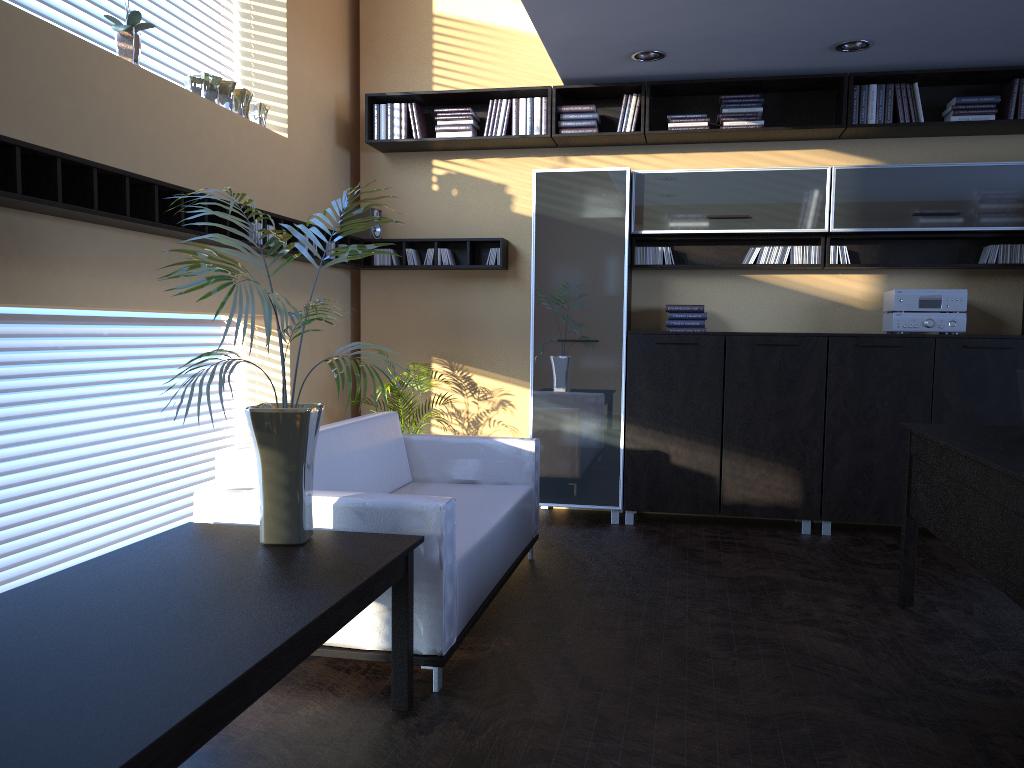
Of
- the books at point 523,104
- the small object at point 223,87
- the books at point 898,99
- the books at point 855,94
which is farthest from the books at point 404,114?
the books at point 898,99

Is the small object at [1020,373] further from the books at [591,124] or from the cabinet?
the books at [591,124]

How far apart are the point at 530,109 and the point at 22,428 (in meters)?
3.81

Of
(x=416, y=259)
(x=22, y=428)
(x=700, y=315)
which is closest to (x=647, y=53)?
(x=700, y=315)

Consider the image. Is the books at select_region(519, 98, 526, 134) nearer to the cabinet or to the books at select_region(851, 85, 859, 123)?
the cabinet

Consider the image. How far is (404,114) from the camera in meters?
6.3 m

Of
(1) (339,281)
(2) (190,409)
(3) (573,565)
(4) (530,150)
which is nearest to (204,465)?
(2) (190,409)

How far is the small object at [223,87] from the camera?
5.05m

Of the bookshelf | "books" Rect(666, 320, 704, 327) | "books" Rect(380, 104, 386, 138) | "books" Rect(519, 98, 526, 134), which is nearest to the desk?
"books" Rect(666, 320, 704, 327)

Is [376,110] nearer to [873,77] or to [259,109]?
[259,109]
